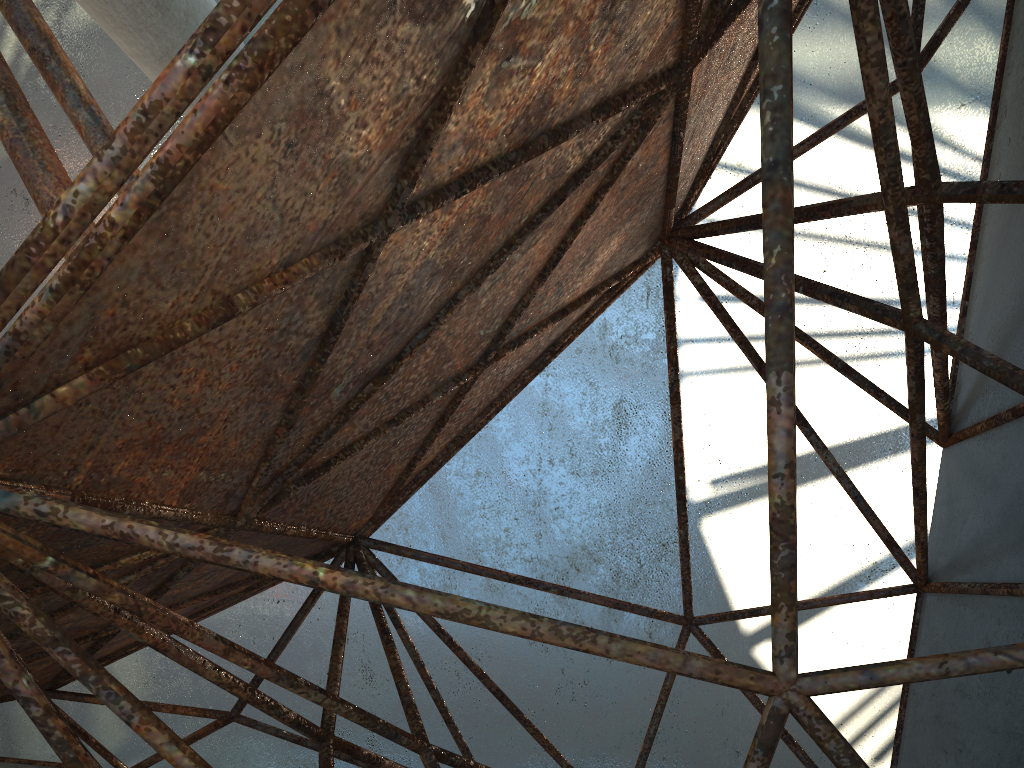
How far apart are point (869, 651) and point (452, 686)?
9.00m
